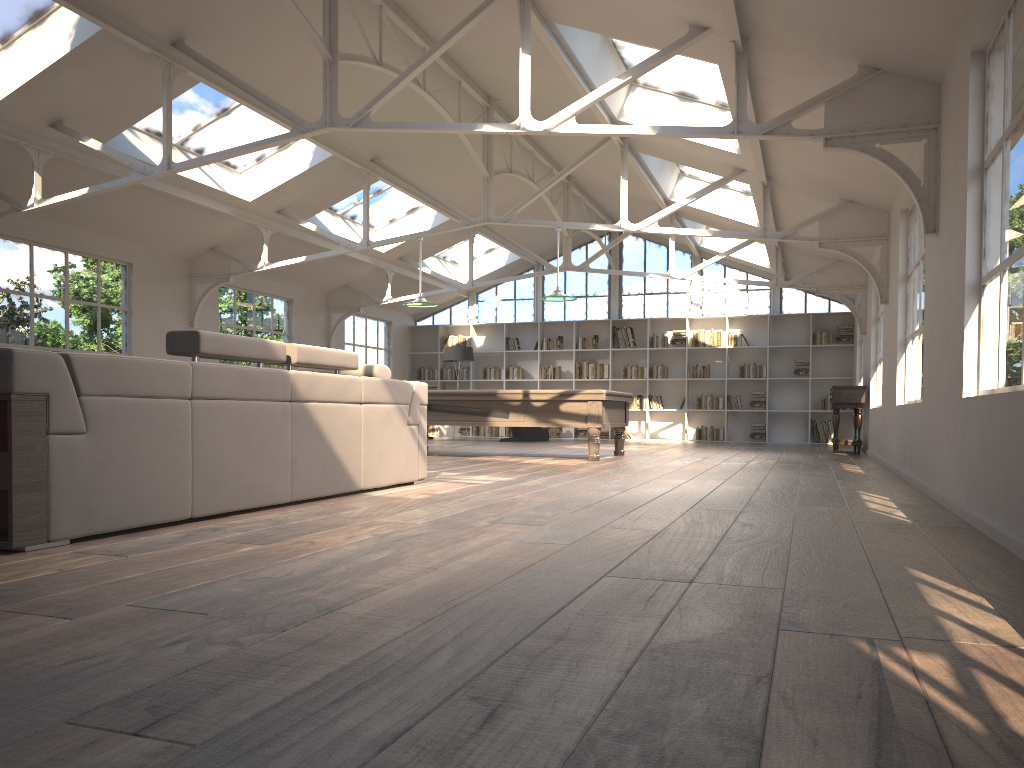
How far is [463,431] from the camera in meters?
18.2

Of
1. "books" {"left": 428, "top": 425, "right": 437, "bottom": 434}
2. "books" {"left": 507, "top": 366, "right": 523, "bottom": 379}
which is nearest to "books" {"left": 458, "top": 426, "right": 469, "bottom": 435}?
"books" {"left": 428, "top": 425, "right": 437, "bottom": 434}

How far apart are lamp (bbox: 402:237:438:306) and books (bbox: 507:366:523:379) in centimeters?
703cm

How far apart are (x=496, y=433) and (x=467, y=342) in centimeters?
198cm

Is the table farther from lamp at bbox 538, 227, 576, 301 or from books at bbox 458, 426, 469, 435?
books at bbox 458, 426, 469, 435

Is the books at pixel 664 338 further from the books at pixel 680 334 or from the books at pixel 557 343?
the books at pixel 557 343

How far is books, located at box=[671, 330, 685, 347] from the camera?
16.9 meters

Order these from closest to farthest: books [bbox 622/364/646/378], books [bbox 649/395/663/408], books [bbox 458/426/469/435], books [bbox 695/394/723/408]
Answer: books [bbox 695/394/723/408], books [bbox 649/395/663/408], books [bbox 622/364/646/378], books [bbox 458/426/469/435]

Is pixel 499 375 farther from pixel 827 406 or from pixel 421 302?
pixel 421 302

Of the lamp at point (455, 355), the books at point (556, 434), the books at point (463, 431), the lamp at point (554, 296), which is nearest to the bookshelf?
the books at point (556, 434)
